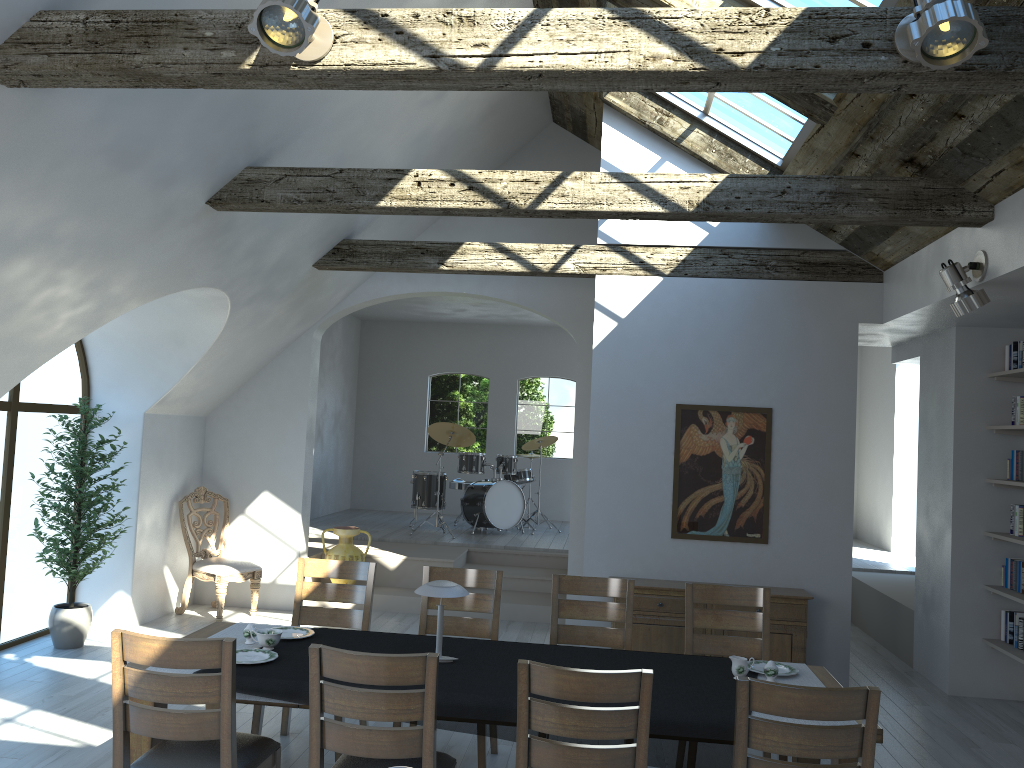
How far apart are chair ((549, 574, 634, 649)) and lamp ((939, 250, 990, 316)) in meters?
2.4

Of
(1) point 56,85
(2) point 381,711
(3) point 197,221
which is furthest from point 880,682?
(1) point 56,85

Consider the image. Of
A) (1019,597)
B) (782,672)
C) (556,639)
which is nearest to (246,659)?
(556,639)

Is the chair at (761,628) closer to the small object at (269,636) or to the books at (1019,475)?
the small object at (269,636)

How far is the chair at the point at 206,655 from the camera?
3.2m

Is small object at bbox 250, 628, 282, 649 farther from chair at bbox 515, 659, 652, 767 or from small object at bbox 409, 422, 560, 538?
small object at bbox 409, 422, 560, 538

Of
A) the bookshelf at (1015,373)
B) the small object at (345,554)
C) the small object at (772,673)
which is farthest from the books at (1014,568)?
the small object at (345,554)

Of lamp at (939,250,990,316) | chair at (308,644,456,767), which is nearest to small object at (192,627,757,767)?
chair at (308,644,456,767)

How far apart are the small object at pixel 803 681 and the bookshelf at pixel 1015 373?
3.23m

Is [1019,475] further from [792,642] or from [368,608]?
[368,608]
